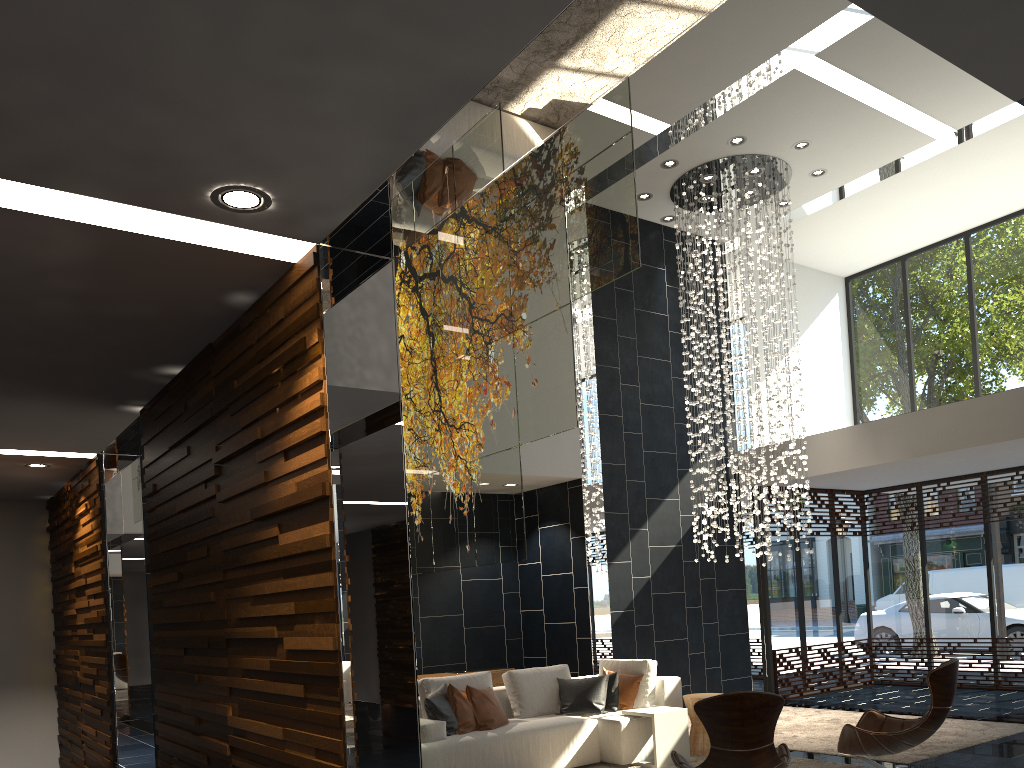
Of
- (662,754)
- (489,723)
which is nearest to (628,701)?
(662,754)

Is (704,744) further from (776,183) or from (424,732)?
(776,183)

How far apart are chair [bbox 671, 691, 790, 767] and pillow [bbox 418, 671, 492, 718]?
2.7m

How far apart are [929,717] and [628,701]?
2.73m

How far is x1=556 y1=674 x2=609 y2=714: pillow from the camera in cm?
730

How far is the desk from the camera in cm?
887

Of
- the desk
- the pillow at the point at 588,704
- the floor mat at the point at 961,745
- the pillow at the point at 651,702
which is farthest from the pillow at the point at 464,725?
the floor mat at the point at 961,745

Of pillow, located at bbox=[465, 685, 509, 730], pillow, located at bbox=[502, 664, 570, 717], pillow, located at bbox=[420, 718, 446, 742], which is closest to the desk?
pillow, located at bbox=[502, 664, 570, 717]

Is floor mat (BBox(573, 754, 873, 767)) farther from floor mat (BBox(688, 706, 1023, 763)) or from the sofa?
floor mat (BBox(688, 706, 1023, 763))

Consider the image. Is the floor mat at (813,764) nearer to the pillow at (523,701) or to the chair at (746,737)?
the pillow at (523,701)
